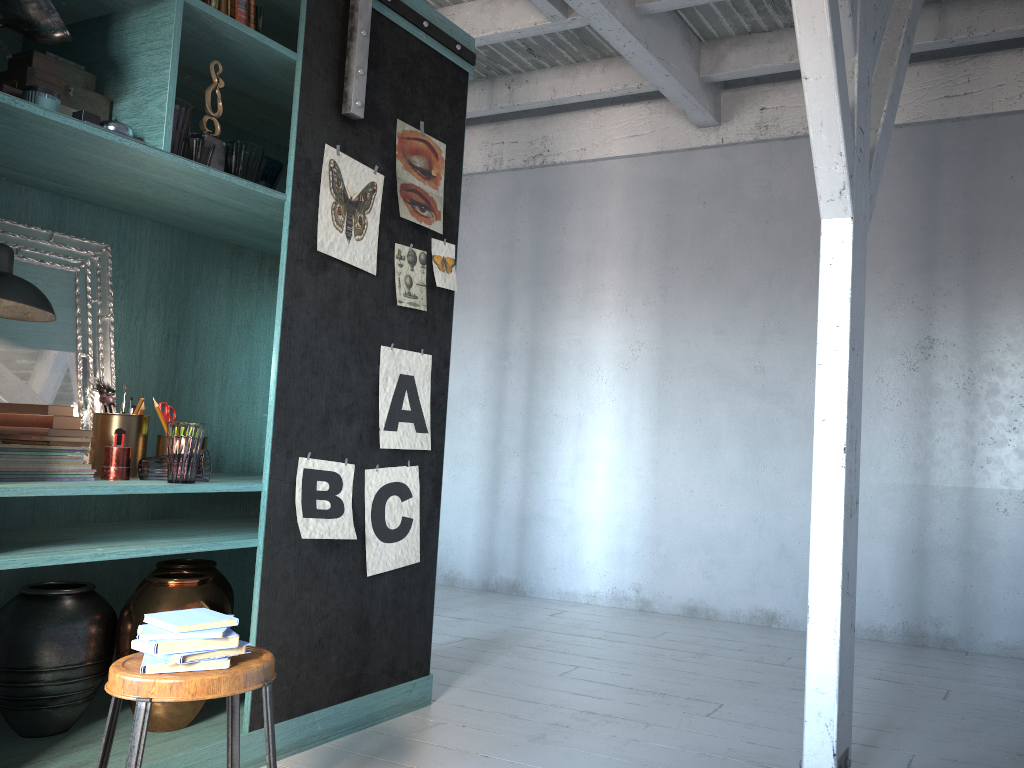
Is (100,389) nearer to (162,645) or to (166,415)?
(166,415)

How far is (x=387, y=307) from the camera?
4.1 meters

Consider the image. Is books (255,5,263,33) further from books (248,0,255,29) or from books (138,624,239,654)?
books (138,624,239,654)

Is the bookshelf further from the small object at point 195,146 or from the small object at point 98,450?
Answer: the small object at point 98,450

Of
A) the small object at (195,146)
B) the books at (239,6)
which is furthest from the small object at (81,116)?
the books at (239,6)

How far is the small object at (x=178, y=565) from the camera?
3.9m

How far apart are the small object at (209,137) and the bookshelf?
0.1m

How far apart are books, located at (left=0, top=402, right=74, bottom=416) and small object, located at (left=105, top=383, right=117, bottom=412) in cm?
24

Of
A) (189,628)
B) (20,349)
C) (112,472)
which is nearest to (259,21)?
(20,349)

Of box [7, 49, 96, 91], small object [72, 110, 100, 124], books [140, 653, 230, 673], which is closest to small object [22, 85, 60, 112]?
small object [72, 110, 100, 124]
